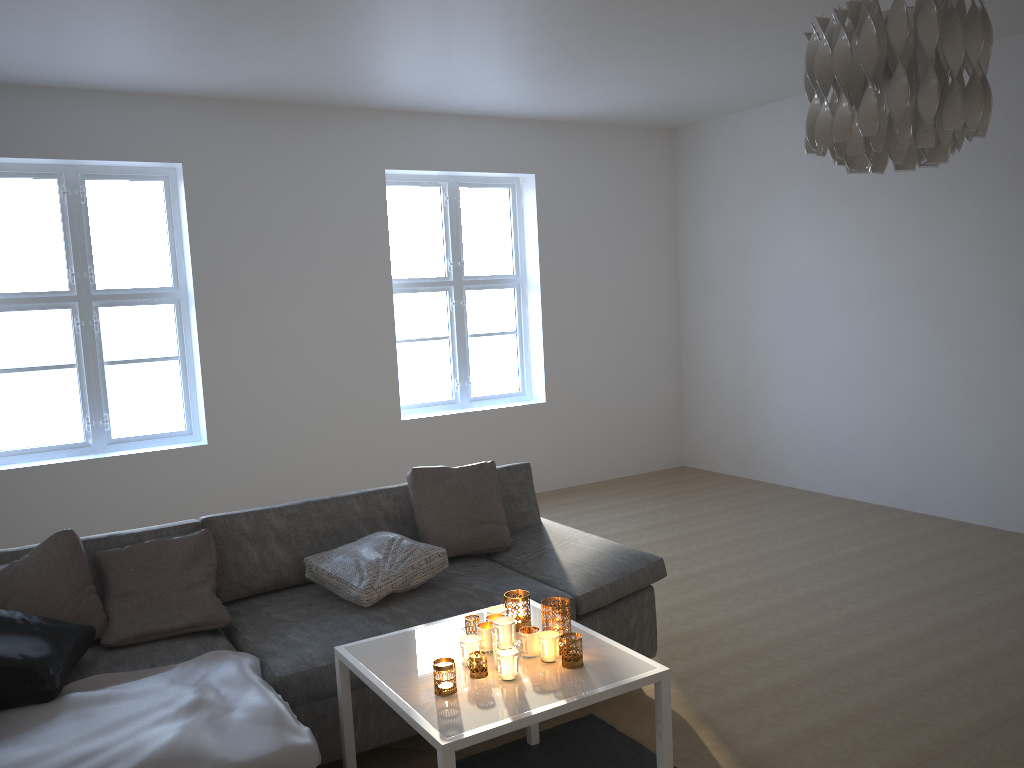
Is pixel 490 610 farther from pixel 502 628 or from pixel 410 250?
pixel 410 250

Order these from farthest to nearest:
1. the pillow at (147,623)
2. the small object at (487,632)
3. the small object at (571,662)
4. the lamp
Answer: the pillow at (147,623)
the small object at (487,632)
the small object at (571,662)
the lamp

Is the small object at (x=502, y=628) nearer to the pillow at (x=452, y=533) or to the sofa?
the sofa

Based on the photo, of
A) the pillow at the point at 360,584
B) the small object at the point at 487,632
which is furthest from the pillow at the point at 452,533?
the small object at the point at 487,632

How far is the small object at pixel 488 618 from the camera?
2.6 meters

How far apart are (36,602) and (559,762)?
1.8m

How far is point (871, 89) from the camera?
1.70m

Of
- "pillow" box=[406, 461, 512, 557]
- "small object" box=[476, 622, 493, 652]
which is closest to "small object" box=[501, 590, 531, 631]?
"small object" box=[476, 622, 493, 652]

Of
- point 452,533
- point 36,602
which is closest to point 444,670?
point 452,533

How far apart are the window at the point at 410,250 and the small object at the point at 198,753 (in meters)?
3.72
